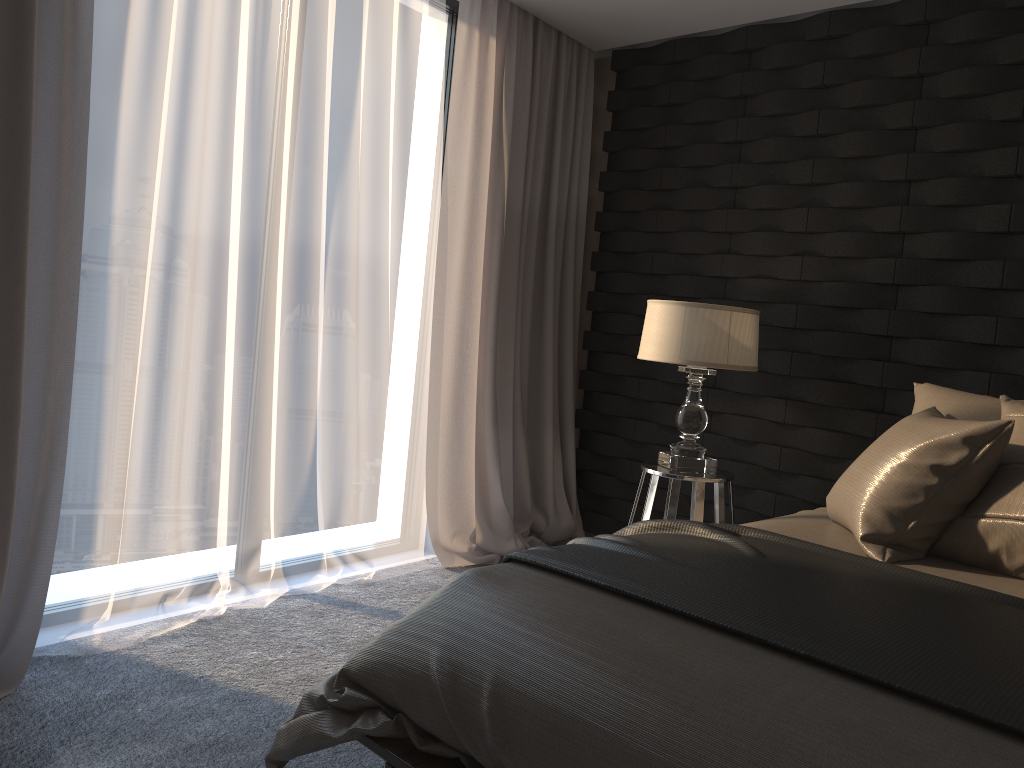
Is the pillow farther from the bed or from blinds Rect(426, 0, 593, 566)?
blinds Rect(426, 0, 593, 566)

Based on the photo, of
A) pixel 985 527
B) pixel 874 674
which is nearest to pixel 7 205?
pixel 874 674

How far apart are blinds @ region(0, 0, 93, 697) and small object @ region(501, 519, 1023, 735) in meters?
1.4

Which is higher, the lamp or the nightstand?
the lamp

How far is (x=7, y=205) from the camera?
2.4m

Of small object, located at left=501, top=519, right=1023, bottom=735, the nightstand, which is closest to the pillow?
small object, located at left=501, top=519, right=1023, bottom=735

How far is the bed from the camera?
1.23m

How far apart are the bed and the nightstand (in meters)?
0.49

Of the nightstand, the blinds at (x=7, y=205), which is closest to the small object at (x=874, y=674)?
the nightstand

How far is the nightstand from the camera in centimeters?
317cm
